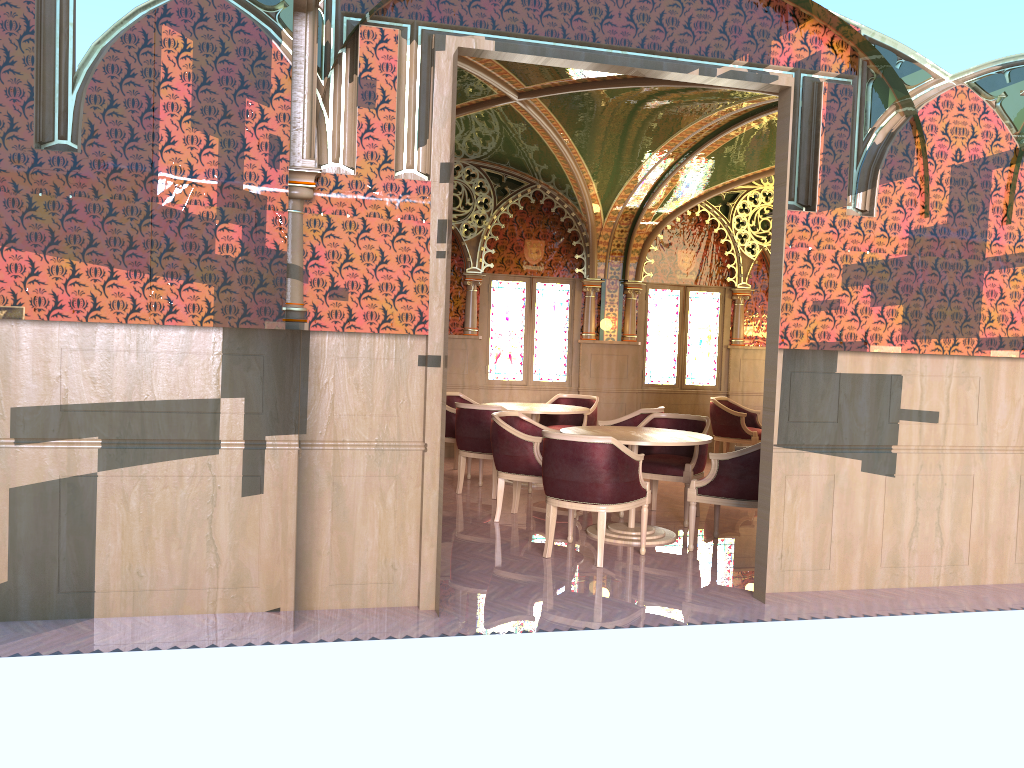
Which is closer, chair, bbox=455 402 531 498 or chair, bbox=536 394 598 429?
chair, bbox=455 402 531 498

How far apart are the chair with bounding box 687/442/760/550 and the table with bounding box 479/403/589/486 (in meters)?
2.35

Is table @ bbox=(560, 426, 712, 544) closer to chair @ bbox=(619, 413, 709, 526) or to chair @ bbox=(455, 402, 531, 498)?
chair @ bbox=(619, 413, 709, 526)

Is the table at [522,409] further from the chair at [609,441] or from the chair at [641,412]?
the chair at [609,441]

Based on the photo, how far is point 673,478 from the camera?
7.13m

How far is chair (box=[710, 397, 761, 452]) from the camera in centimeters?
1021cm

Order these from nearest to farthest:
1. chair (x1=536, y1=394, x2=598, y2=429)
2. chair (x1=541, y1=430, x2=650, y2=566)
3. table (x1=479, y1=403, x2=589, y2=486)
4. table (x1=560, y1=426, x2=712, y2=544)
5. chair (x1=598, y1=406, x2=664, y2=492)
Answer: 1. chair (x1=541, y1=430, x2=650, y2=566)
2. table (x1=560, y1=426, x2=712, y2=544)
3. chair (x1=598, y1=406, x2=664, y2=492)
4. table (x1=479, y1=403, x2=589, y2=486)
5. chair (x1=536, y1=394, x2=598, y2=429)

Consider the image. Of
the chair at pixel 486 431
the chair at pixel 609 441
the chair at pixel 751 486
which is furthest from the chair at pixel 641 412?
the chair at pixel 609 441

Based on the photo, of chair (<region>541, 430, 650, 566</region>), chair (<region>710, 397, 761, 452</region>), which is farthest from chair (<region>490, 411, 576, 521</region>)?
chair (<region>710, 397, 761, 452</region>)

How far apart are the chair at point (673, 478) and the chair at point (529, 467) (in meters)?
0.91
